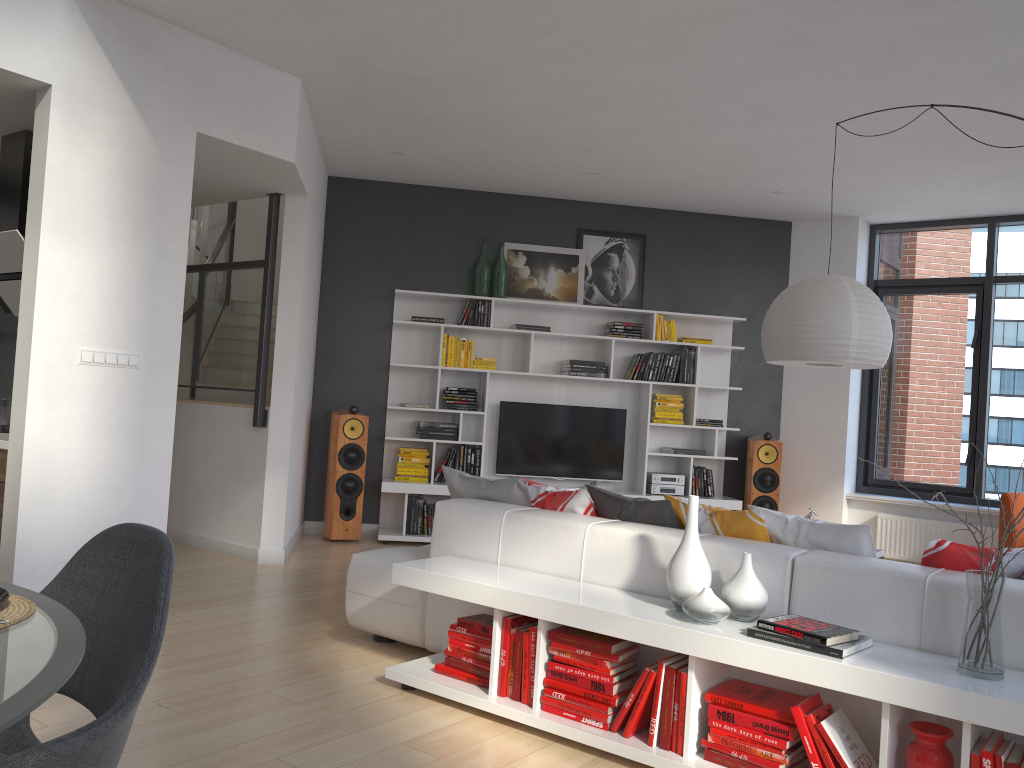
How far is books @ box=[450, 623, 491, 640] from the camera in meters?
3.5 m

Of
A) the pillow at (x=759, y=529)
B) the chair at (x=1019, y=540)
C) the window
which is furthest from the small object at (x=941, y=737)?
the window

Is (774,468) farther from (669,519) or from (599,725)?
(599,725)

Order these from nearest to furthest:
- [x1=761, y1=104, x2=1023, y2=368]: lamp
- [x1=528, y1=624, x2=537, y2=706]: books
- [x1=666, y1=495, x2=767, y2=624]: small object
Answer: [x1=666, y1=495, x2=767, y2=624]: small object, [x1=528, y1=624, x2=537, y2=706]: books, [x1=761, y1=104, x2=1023, y2=368]: lamp

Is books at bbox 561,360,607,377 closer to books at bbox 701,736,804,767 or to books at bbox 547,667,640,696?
books at bbox 547,667,640,696

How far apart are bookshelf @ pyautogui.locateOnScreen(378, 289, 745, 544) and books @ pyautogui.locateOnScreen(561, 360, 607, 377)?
0.1m

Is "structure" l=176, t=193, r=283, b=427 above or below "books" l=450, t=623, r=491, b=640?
above

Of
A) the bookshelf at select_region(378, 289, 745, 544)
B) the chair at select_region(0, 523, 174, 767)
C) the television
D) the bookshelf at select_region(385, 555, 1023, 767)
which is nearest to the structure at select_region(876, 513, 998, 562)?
the bookshelf at select_region(378, 289, 745, 544)

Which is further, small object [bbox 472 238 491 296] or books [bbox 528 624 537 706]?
small object [bbox 472 238 491 296]

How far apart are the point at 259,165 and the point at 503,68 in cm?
159
